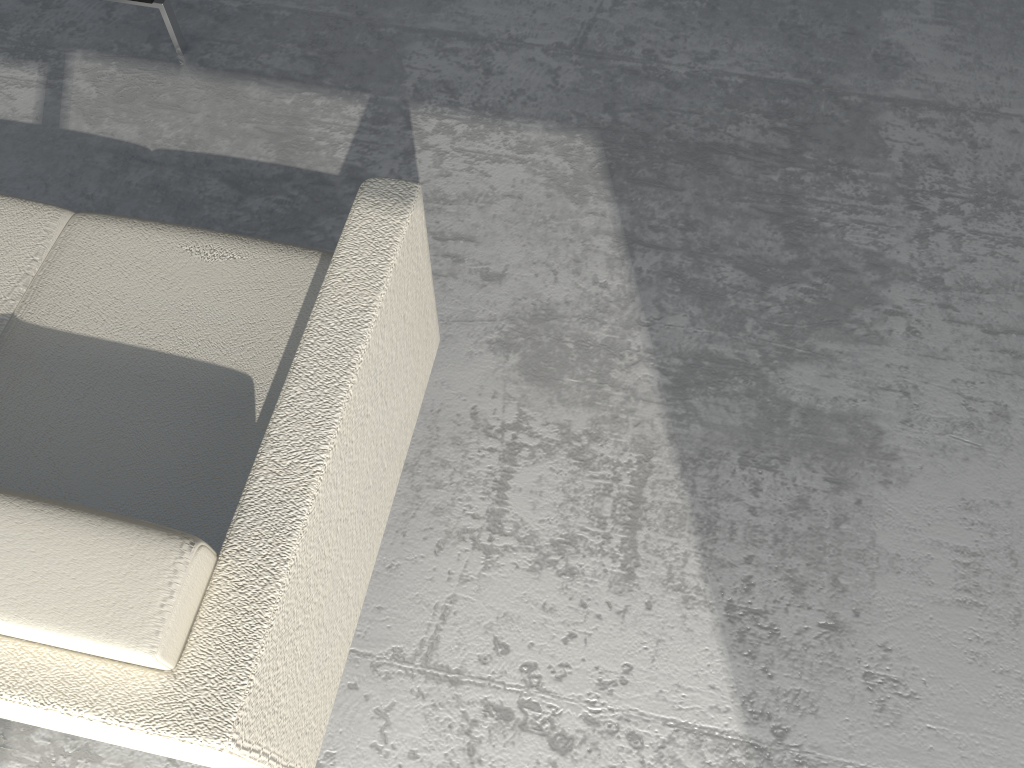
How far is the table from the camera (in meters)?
2.15

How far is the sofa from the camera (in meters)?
0.95

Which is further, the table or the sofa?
the table

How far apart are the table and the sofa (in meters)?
0.79

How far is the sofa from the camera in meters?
0.9 m

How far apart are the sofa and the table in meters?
0.8 m

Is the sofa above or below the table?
above

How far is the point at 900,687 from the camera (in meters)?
1.52
